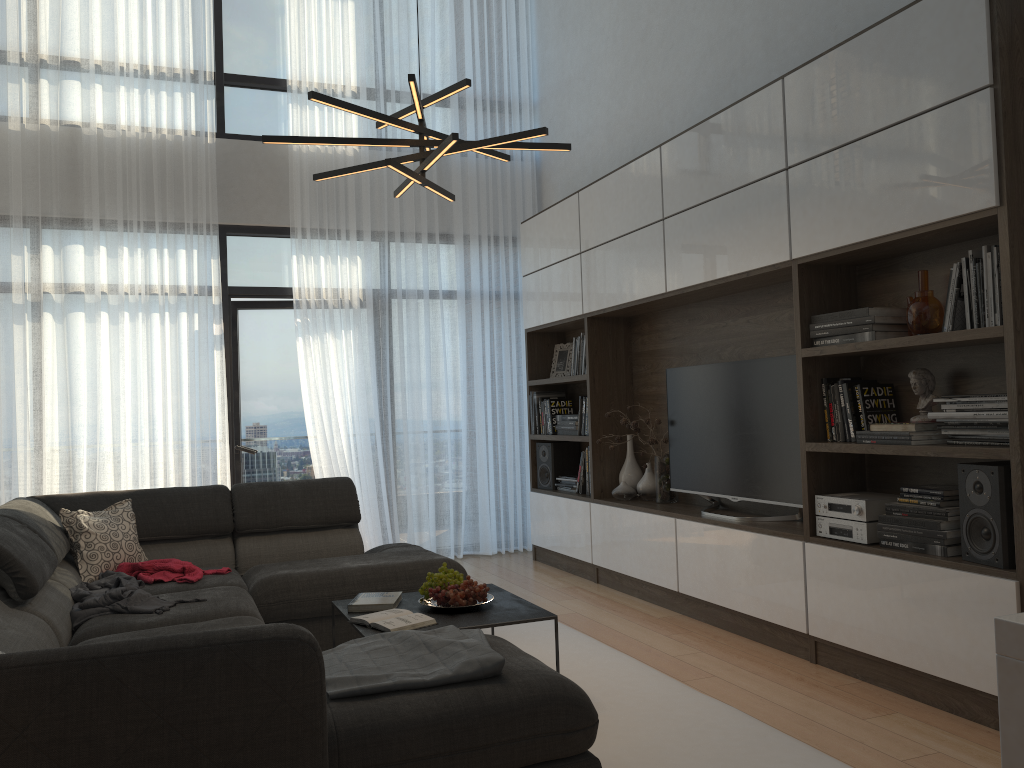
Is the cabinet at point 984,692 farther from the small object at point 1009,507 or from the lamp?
the lamp

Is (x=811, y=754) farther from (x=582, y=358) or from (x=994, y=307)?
(x=582, y=358)

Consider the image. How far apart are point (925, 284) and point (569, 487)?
3.1 meters

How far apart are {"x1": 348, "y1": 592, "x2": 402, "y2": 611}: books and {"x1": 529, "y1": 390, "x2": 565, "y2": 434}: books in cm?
294

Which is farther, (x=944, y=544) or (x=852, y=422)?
(x=852, y=422)

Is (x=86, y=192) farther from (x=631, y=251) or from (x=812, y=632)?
(x=812, y=632)

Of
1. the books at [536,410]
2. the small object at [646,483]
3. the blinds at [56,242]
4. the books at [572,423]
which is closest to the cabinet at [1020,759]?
the small object at [646,483]

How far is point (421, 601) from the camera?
3.45m

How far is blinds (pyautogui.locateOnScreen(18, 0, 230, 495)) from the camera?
5.72m

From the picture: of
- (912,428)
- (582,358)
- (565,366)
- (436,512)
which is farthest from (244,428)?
(912,428)
